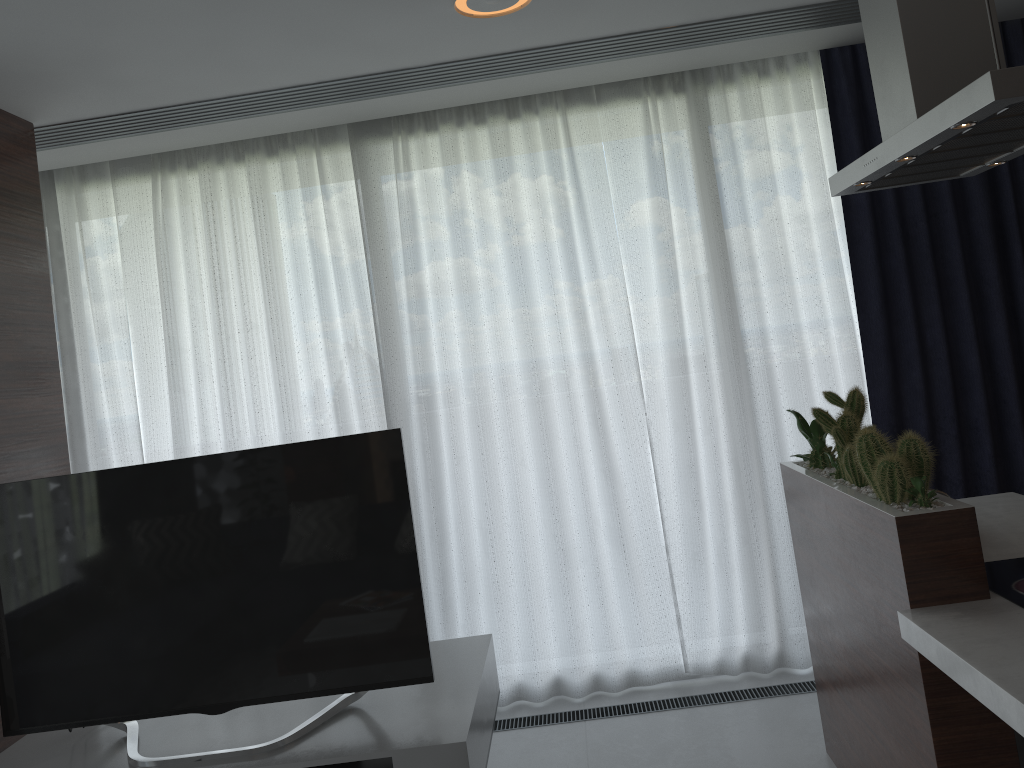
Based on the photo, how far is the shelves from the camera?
2.32m

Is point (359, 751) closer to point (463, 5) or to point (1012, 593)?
point (1012, 593)

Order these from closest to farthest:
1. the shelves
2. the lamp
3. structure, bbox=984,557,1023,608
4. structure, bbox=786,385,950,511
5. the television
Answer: structure, bbox=984,557,1023,608 → structure, bbox=786,385,950,511 → the shelves → the television → the lamp

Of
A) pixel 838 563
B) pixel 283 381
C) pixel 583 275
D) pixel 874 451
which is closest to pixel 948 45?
pixel 874 451

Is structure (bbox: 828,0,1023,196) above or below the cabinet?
above

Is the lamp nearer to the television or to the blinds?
the blinds

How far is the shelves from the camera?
2.3m

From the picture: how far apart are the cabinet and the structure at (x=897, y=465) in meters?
0.0 m

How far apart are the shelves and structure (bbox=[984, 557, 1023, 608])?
1.34m

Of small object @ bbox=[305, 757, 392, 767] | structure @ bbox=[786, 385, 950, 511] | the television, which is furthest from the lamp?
small object @ bbox=[305, 757, 392, 767]
